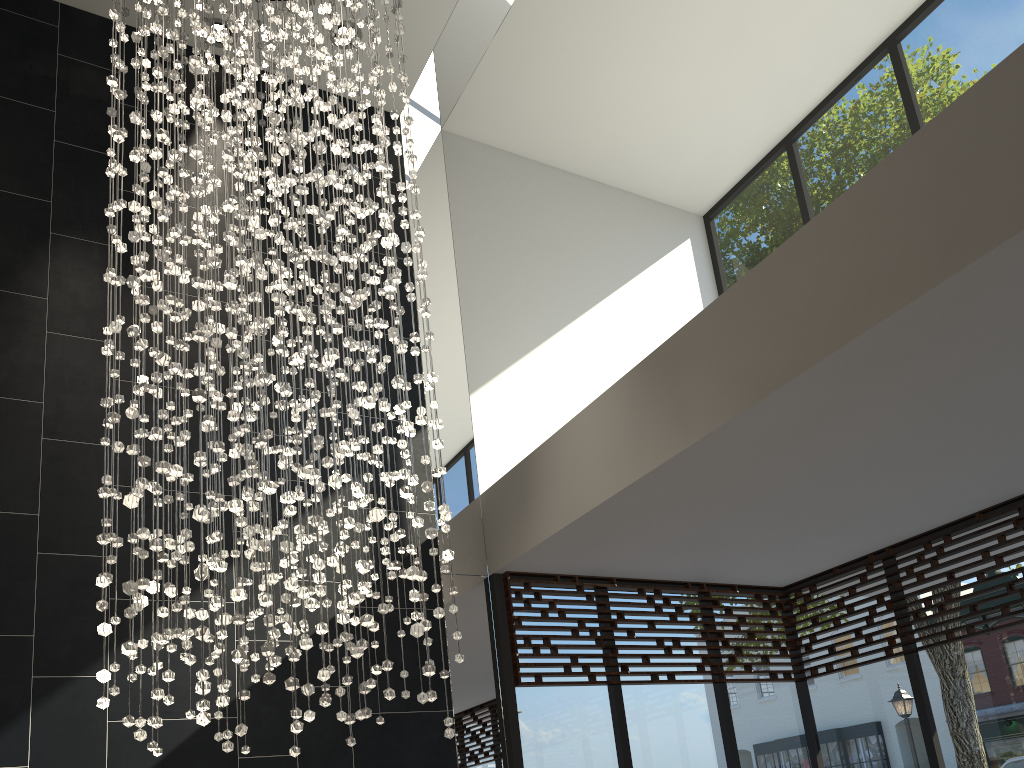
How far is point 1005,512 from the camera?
4.60m

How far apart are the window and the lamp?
1.2m

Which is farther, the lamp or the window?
the window

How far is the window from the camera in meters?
4.6

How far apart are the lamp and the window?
1.2m

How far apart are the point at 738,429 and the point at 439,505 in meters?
1.2

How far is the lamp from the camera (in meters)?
2.73

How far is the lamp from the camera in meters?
2.7 m

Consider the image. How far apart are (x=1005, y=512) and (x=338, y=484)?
3.7m
